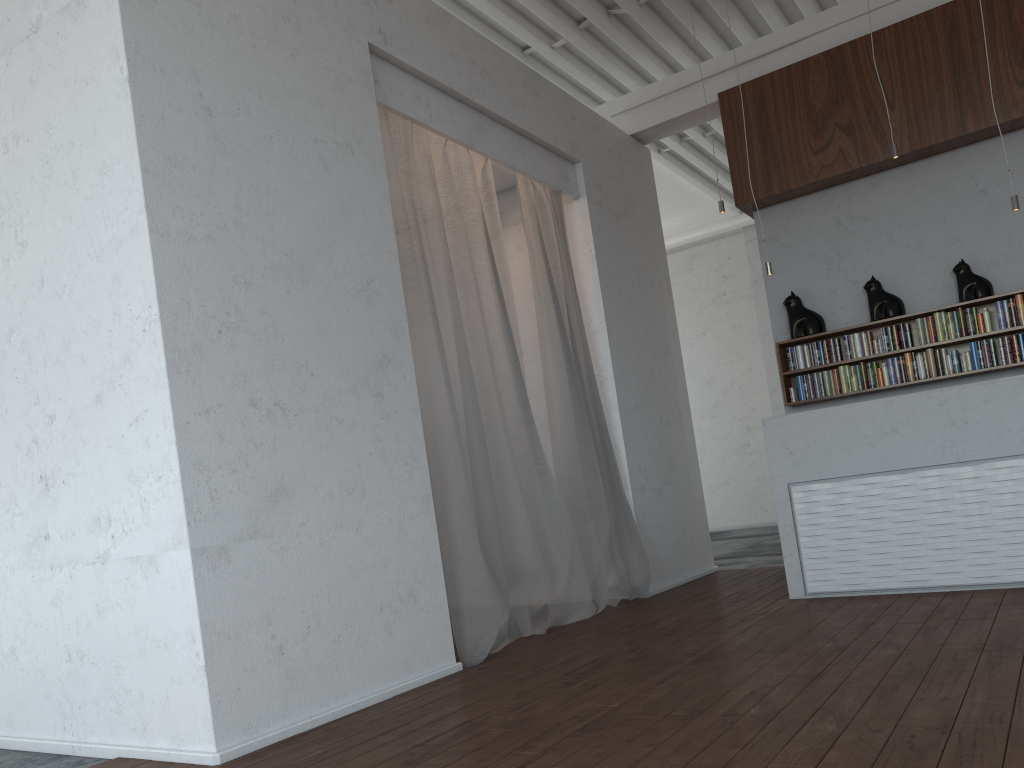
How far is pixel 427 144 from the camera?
5.37m

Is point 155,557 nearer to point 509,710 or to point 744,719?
point 509,710
